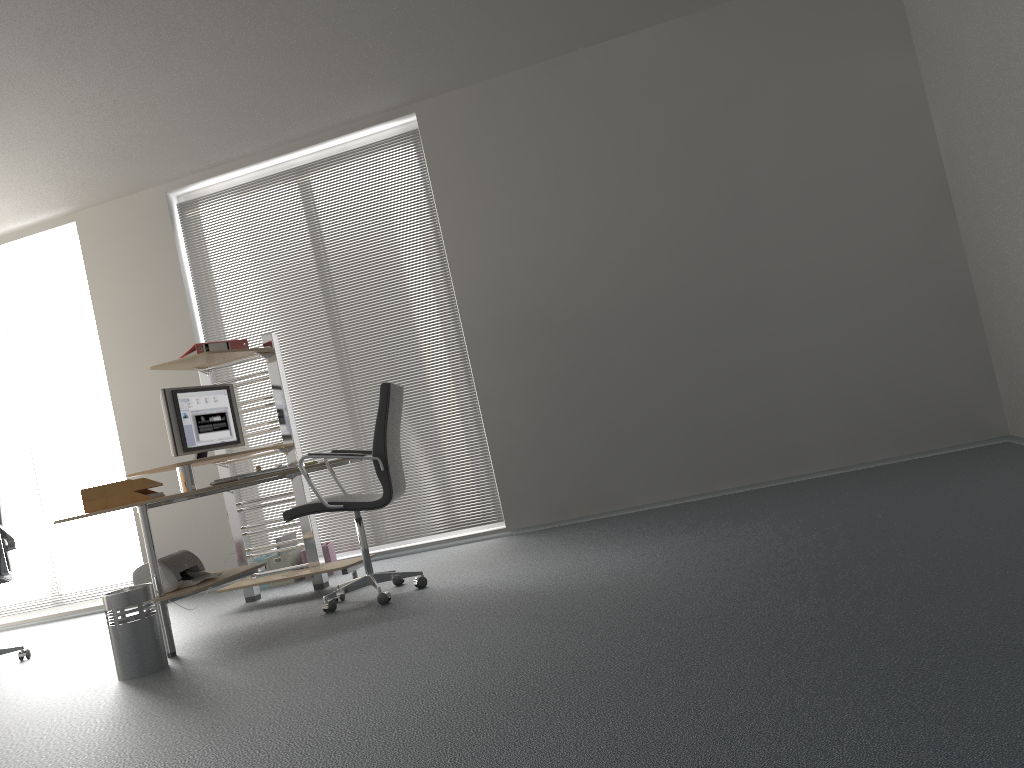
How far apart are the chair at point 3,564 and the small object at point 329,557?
1.8m

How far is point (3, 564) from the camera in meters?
4.9 m

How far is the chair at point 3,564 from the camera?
4.91m

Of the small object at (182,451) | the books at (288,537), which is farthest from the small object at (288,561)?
the small object at (182,451)

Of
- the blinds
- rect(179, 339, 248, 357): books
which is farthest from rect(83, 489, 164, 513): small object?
the blinds

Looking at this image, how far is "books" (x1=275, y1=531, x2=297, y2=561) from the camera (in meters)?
6.03

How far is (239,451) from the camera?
6.5m

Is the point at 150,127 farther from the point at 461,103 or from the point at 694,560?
the point at 694,560

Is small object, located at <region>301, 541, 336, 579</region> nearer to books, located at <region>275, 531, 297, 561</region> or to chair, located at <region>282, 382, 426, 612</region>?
books, located at <region>275, 531, 297, 561</region>

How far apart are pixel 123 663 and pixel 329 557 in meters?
2.2 m
